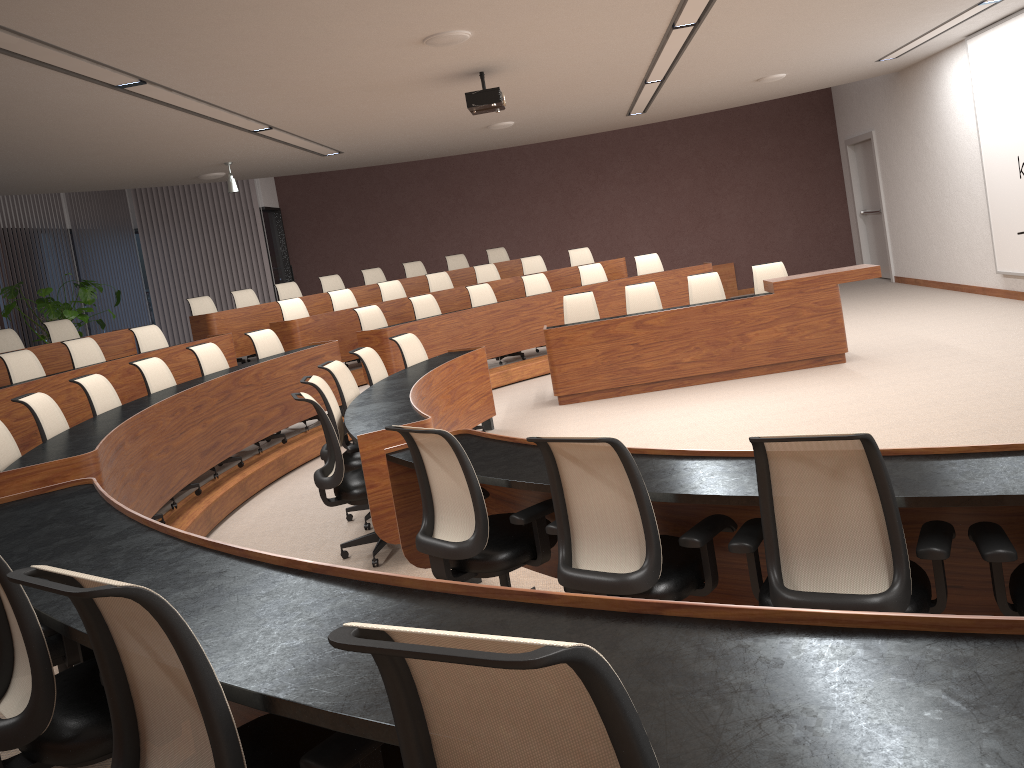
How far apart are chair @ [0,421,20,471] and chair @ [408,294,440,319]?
5.8 meters

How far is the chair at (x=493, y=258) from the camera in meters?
13.7

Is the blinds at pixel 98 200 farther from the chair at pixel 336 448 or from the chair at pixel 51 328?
the chair at pixel 336 448

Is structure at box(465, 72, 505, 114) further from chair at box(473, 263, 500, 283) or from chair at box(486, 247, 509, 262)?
chair at box(486, 247, 509, 262)

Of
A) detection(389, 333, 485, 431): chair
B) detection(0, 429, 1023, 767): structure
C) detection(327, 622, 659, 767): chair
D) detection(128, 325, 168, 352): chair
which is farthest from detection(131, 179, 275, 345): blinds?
detection(327, 622, 659, 767): chair

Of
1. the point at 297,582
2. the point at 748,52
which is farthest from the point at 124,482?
the point at 748,52

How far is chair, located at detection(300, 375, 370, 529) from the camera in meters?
5.3 m

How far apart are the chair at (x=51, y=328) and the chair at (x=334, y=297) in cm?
290

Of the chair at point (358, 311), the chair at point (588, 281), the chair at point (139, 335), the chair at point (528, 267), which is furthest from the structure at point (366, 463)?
the chair at point (528, 267)

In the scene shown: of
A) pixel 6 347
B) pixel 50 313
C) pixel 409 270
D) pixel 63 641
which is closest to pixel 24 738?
pixel 63 641
